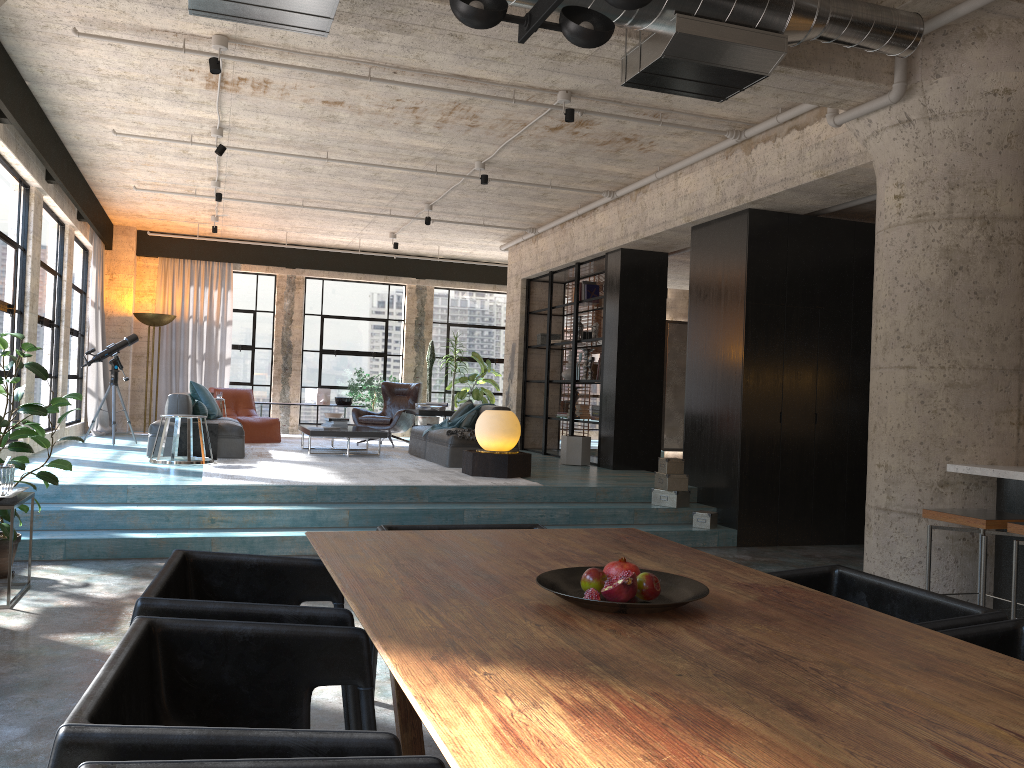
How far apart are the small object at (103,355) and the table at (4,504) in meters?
5.9 m

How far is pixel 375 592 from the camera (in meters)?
2.24

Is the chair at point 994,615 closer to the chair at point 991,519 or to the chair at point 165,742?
the chair at point 165,742

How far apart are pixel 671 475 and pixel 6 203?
6.5m

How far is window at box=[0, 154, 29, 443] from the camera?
8.0m

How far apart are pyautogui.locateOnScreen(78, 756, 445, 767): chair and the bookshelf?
9.4m

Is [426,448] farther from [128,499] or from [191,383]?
[128,499]

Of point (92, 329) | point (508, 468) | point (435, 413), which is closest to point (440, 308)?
point (435, 413)

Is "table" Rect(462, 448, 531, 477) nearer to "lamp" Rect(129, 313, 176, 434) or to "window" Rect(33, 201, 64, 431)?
"window" Rect(33, 201, 64, 431)

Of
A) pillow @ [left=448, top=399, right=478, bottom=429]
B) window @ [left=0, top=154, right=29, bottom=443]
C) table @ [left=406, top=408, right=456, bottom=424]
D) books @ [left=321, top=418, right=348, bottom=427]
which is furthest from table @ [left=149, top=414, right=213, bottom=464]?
table @ [left=406, top=408, right=456, bottom=424]
